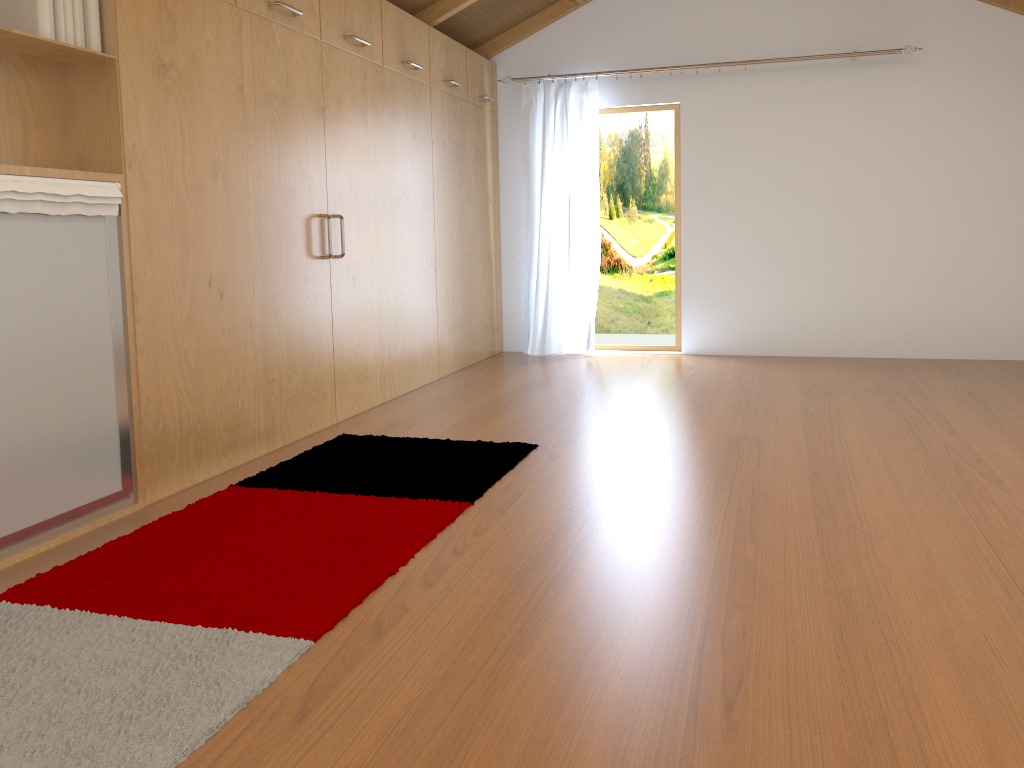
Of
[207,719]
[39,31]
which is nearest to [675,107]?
[39,31]

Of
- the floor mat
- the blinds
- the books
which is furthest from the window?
the books

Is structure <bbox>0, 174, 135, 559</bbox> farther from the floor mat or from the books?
the books

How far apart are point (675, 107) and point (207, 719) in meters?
5.5

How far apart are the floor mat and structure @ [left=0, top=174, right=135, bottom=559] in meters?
0.2

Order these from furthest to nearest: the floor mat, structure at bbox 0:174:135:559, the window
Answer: the window
structure at bbox 0:174:135:559
the floor mat

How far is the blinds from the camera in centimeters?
621cm

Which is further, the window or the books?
the window

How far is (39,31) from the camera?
2.54m

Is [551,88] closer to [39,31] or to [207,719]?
[39,31]
